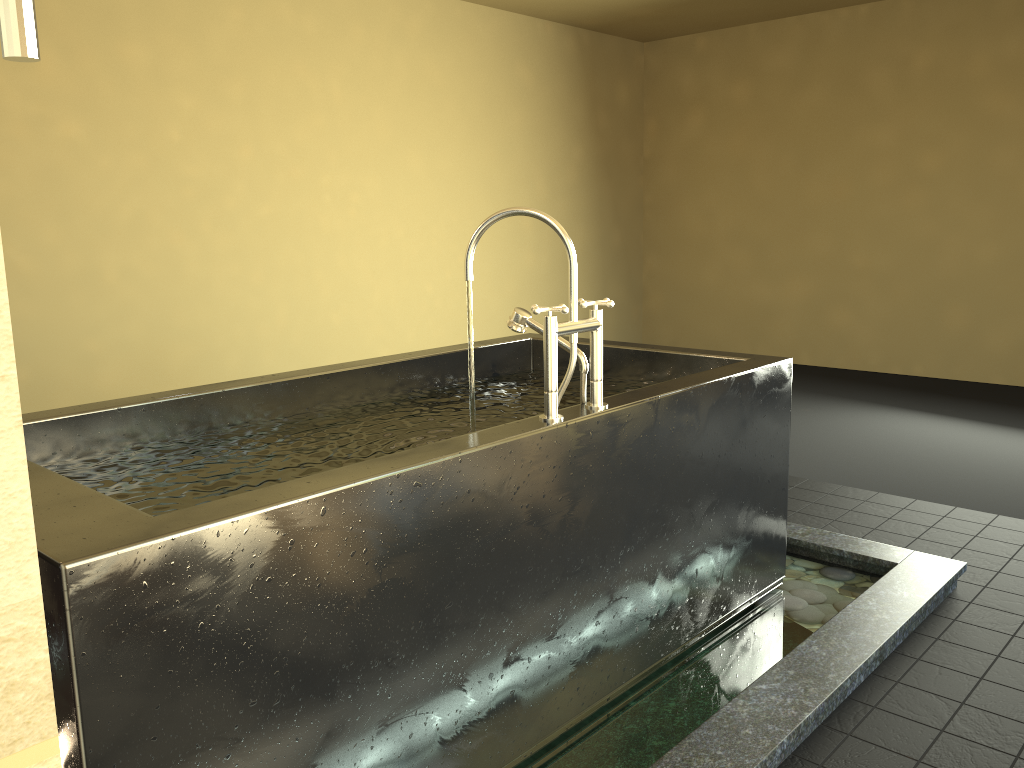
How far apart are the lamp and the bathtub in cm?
75

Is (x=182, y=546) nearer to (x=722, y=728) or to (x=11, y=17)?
(x=11, y=17)

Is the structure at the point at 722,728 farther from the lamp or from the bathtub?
the lamp

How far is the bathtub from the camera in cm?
128

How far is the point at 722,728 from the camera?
1.9 meters

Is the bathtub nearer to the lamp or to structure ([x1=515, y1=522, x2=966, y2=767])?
structure ([x1=515, y1=522, x2=966, y2=767])

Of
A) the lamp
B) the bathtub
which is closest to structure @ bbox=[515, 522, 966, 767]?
the bathtub

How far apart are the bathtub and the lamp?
0.8 meters

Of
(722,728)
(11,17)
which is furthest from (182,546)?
(722,728)

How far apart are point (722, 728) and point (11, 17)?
1.9 meters
